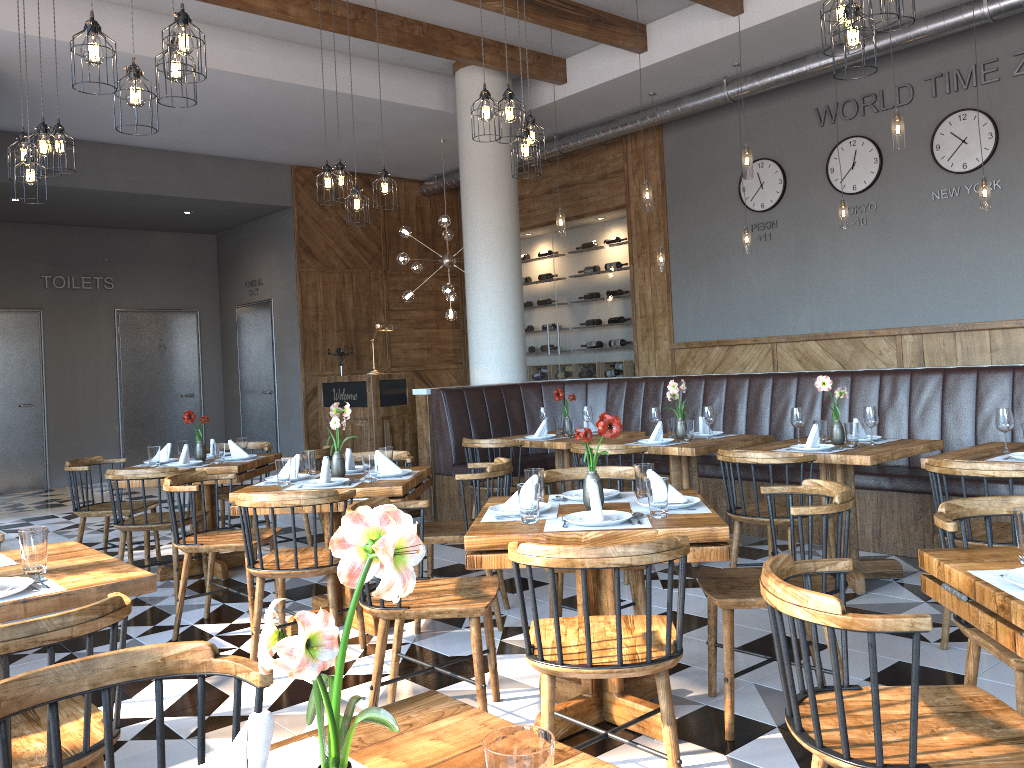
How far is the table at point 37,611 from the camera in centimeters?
235cm

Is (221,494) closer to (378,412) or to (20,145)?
(378,412)

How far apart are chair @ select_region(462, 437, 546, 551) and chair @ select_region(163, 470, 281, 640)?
1.7 meters

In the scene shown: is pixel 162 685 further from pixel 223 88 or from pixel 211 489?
pixel 223 88

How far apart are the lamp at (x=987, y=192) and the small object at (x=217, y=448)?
5.85m

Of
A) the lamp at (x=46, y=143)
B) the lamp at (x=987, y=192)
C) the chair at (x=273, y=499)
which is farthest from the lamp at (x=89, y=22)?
the lamp at (x=987, y=192)

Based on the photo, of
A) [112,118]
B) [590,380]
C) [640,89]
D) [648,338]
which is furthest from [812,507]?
[112,118]

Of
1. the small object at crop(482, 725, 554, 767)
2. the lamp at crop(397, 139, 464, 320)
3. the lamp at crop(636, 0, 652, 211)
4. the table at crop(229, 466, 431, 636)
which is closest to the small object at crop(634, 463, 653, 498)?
the table at crop(229, 466, 431, 636)

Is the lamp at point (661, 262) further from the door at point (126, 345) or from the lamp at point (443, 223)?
the door at point (126, 345)

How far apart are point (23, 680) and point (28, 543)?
1.22m
